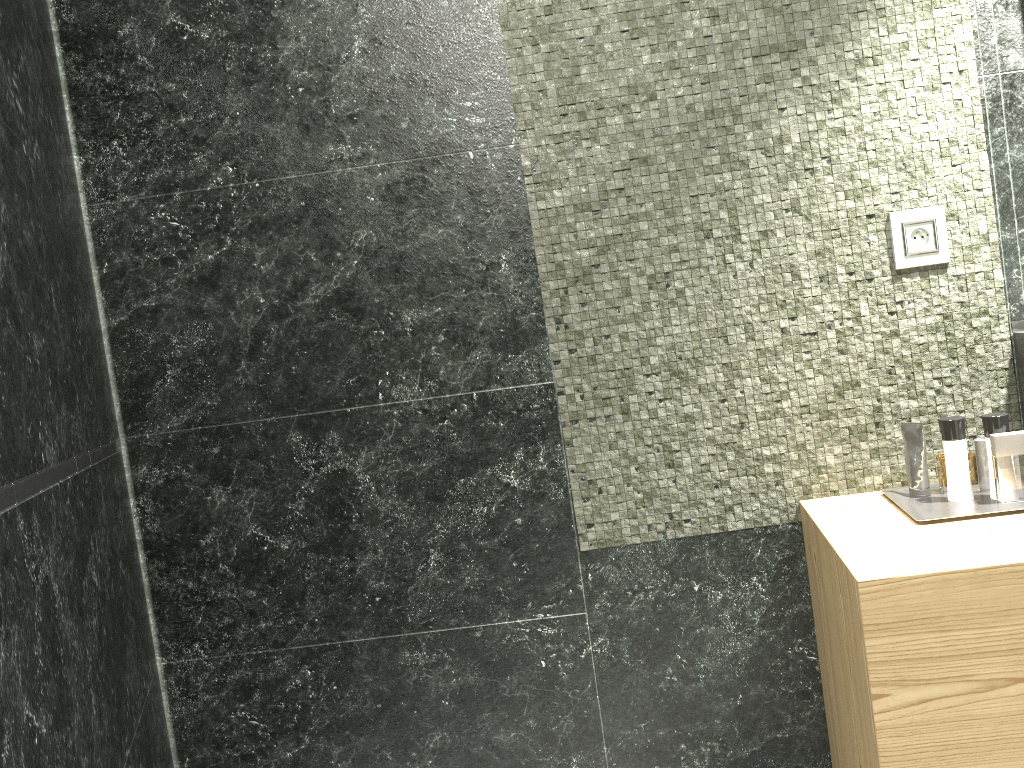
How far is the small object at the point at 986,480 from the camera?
8.9 meters

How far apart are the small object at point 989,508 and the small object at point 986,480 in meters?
8.0 m

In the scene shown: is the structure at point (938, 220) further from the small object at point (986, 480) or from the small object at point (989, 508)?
the small object at point (986, 480)

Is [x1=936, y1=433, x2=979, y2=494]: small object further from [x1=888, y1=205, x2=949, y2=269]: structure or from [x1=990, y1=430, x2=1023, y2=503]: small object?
[x1=888, y1=205, x2=949, y2=269]: structure

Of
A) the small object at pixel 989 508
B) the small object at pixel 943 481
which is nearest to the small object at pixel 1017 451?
the small object at pixel 989 508

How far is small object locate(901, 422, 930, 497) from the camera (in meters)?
1.79

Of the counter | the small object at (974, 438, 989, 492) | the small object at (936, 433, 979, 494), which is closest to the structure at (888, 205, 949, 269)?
the counter

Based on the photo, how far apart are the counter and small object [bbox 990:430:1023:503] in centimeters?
13cm

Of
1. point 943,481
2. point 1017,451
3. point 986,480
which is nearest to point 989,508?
point 1017,451

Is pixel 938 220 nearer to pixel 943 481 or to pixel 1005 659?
pixel 1005 659
